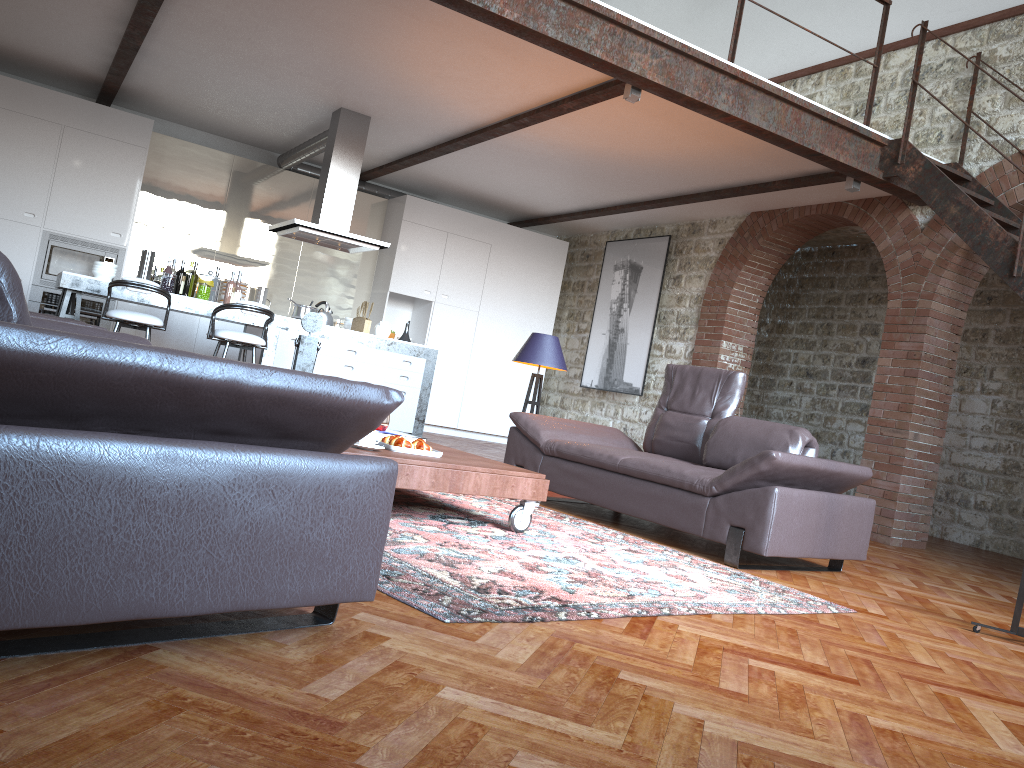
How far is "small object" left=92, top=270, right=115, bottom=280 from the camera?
7.21m

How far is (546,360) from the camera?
6.26m

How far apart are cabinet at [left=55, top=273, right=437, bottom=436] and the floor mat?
3.1m

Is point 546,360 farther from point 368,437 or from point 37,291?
point 37,291

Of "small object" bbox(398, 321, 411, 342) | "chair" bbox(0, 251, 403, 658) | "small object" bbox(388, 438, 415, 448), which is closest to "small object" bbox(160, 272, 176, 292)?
"small object" bbox(398, 321, 411, 342)

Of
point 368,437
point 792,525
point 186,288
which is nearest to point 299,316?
point 186,288

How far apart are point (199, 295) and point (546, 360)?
3.2 meters

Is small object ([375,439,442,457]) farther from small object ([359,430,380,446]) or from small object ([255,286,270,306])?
small object ([255,286,270,306])

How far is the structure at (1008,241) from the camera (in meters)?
5.92

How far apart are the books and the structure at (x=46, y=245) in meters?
5.7 m
